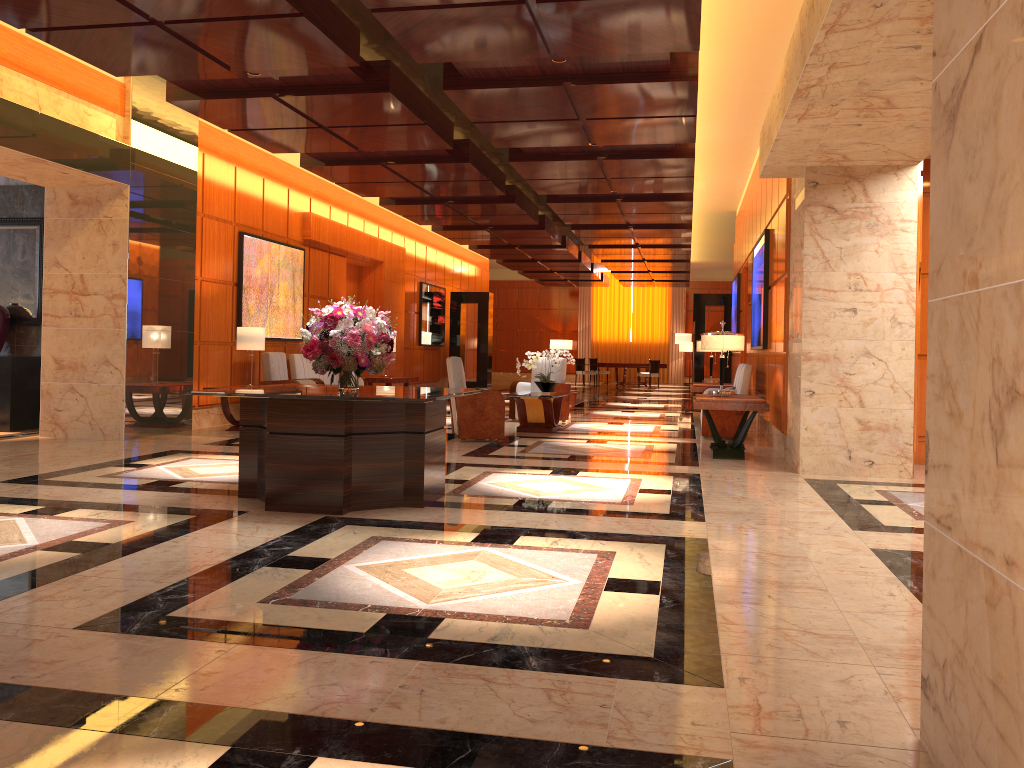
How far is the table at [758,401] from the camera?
8.67m

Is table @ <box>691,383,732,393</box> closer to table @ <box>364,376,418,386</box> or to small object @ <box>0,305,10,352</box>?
table @ <box>364,376,418,386</box>

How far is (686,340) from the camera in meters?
16.1 m

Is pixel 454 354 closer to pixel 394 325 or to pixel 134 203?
pixel 394 325

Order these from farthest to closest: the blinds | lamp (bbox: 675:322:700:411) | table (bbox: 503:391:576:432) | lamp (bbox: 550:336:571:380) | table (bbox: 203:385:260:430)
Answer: the blinds < lamp (bbox: 550:336:571:380) < lamp (bbox: 675:322:700:411) < table (bbox: 503:391:576:432) < table (bbox: 203:385:260:430)

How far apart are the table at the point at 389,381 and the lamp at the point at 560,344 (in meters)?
16.54

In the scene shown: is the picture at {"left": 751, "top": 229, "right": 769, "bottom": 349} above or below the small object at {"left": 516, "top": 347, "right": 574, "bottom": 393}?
above

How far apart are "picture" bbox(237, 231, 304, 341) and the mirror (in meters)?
2.38

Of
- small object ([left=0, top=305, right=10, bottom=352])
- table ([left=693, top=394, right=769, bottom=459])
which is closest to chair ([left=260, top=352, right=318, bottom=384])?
small object ([left=0, top=305, right=10, bottom=352])

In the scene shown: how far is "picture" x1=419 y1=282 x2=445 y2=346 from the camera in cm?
2020
